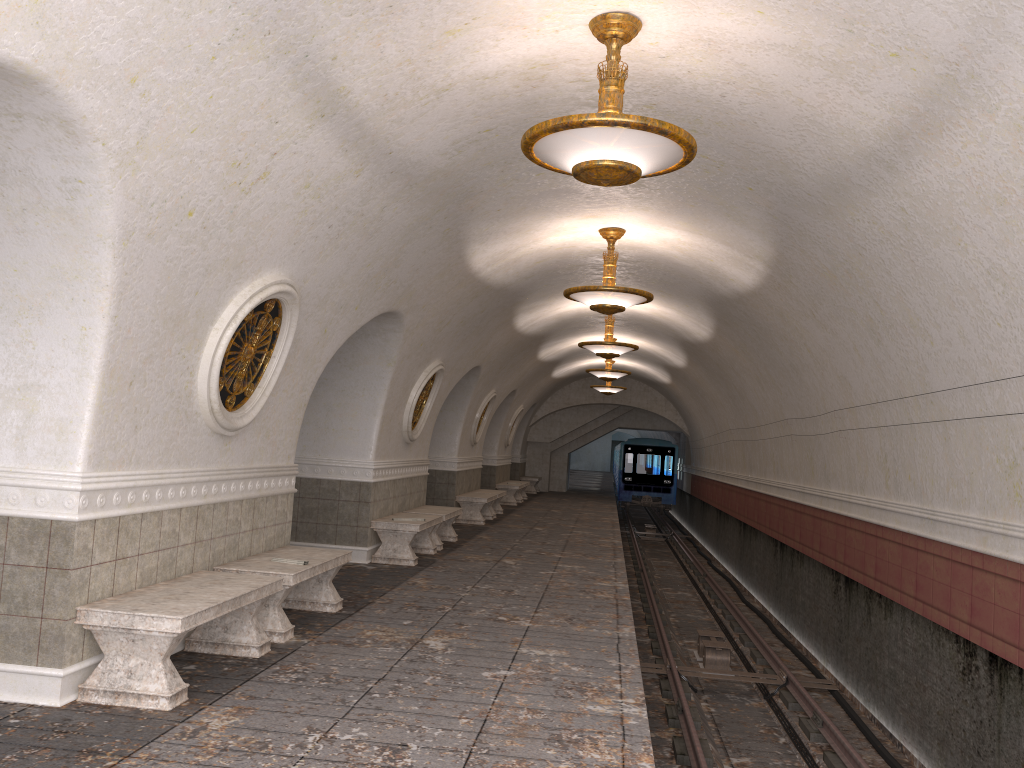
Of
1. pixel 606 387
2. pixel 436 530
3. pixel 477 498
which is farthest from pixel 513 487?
pixel 436 530

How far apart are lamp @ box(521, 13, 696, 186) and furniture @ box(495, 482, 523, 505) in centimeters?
1755cm

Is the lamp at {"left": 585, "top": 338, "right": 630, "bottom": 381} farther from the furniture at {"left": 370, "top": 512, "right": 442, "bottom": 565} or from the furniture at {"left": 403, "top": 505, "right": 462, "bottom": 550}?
the furniture at {"left": 370, "top": 512, "right": 442, "bottom": 565}

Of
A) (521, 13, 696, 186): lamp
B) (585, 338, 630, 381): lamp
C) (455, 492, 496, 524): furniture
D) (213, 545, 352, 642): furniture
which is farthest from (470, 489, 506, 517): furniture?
(521, 13, 696, 186): lamp

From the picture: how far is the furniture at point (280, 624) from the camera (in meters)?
6.44

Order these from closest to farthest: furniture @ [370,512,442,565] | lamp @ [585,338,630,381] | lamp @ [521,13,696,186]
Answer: lamp @ [521,13,696,186]
furniture @ [370,512,442,565]
lamp @ [585,338,630,381]

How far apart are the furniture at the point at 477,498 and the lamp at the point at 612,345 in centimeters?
386cm

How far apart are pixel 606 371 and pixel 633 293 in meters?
9.6 m

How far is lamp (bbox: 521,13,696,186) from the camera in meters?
4.7 m

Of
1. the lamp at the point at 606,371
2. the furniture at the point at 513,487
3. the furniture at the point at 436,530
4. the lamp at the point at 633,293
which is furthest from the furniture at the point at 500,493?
the lamp at the point at 633,293
